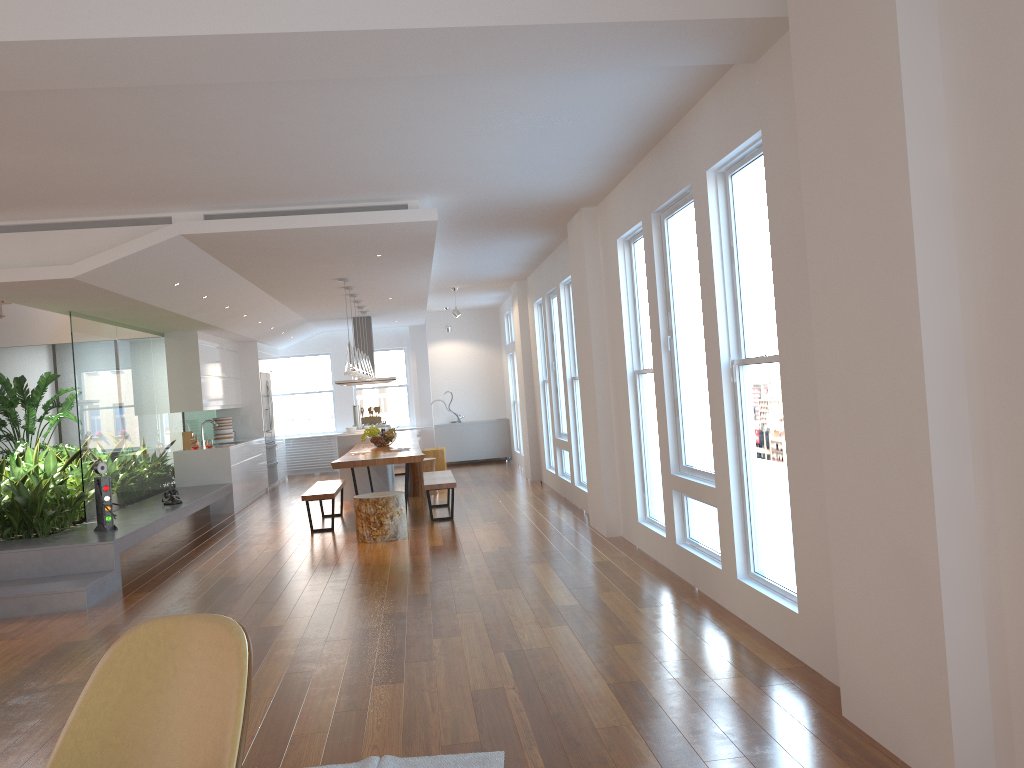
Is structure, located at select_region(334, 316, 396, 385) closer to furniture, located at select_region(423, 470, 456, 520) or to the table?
the table

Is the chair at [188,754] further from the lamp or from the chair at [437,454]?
the chair at [437,454]

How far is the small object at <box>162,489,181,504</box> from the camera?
8.8m

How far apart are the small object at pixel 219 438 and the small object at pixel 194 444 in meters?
1.5 m

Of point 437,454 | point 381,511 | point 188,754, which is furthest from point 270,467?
point 188,754

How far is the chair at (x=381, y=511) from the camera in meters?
7.9 m

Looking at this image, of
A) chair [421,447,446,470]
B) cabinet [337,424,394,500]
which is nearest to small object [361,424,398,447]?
cabinet [337,424,394,500]

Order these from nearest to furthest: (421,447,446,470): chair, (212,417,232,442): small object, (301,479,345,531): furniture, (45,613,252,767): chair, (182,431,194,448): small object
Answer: (45,613,252,767): chair < (301,479,345,531): furniture < (182,431,194,448): small object < (212,417,232,442): small object < (421,447,446,470): chair

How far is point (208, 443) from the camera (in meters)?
11.04

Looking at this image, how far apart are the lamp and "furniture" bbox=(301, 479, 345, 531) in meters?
1.2 m
